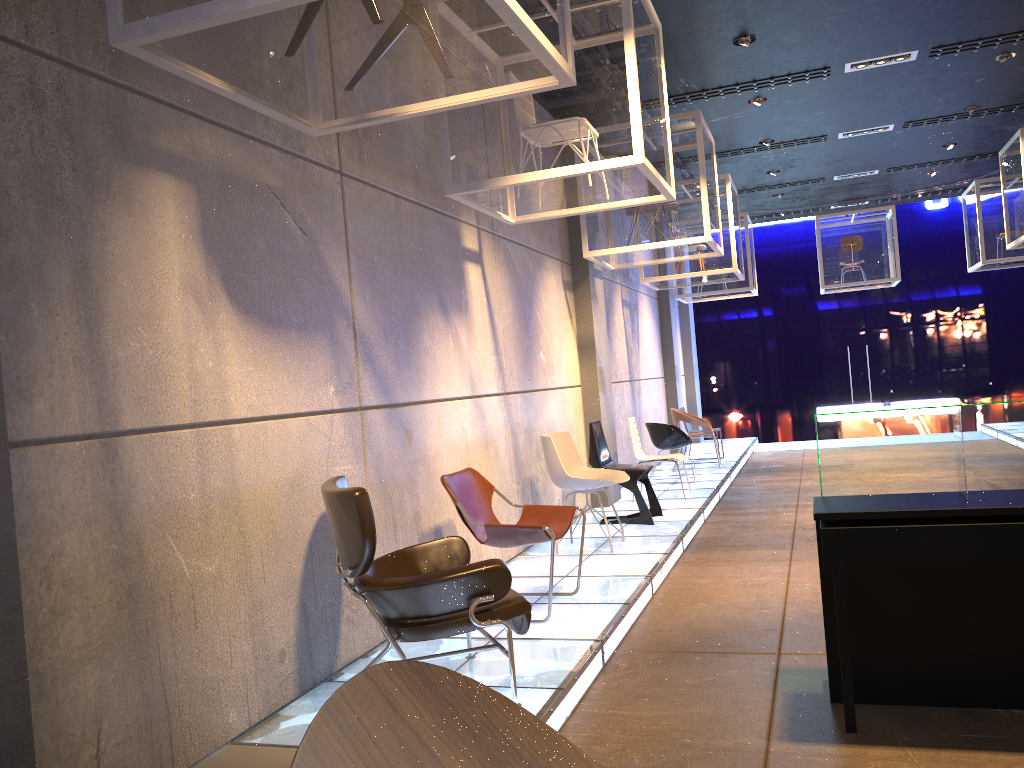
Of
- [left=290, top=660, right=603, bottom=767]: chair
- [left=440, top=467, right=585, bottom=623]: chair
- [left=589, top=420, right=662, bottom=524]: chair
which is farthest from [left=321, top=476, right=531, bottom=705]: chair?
[left=589, top=420, right=662, bottom=524]: chair

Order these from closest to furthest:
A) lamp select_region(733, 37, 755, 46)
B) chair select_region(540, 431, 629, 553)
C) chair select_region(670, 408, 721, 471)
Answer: chair select_region(540, 431, 629, 553) → lamp select_region(733, 37, 755, 46) → chair select_region(670, 408, 721, 471)

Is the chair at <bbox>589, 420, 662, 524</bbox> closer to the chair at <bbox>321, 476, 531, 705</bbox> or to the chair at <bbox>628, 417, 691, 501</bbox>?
the chair at <bbox>628, 417, 691, 501</bbox>

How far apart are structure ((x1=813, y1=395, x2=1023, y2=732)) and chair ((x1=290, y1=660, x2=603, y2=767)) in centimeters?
250cm

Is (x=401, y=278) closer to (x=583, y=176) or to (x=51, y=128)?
(x=583, y=176)

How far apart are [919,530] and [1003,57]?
6.7 meters

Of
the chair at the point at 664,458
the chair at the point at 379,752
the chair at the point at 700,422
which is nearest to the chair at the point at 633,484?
the chair at the point at 664,458

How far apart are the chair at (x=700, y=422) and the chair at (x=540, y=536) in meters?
6.5

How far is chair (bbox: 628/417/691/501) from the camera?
9.0 meters

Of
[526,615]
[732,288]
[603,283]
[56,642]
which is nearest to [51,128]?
[56,642]
